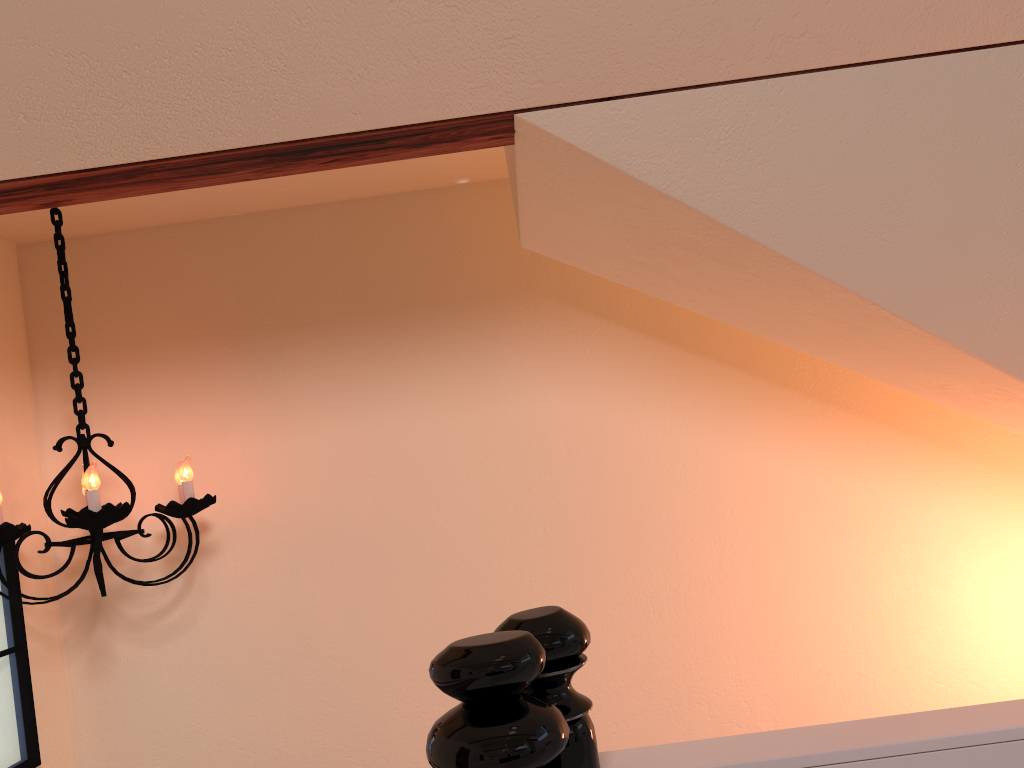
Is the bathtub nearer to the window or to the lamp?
the lamp

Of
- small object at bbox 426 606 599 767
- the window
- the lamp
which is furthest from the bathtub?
the window

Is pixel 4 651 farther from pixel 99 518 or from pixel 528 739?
pixel 528 739

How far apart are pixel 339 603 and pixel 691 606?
1.0 meters

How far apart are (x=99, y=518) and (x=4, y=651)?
0.68m

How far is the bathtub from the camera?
1.0 meters

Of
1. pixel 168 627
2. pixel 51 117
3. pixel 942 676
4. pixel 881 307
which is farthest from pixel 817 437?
pixel 51 117

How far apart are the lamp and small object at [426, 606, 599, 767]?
1.2 meters

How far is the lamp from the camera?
1.9 meters

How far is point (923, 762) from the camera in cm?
104
